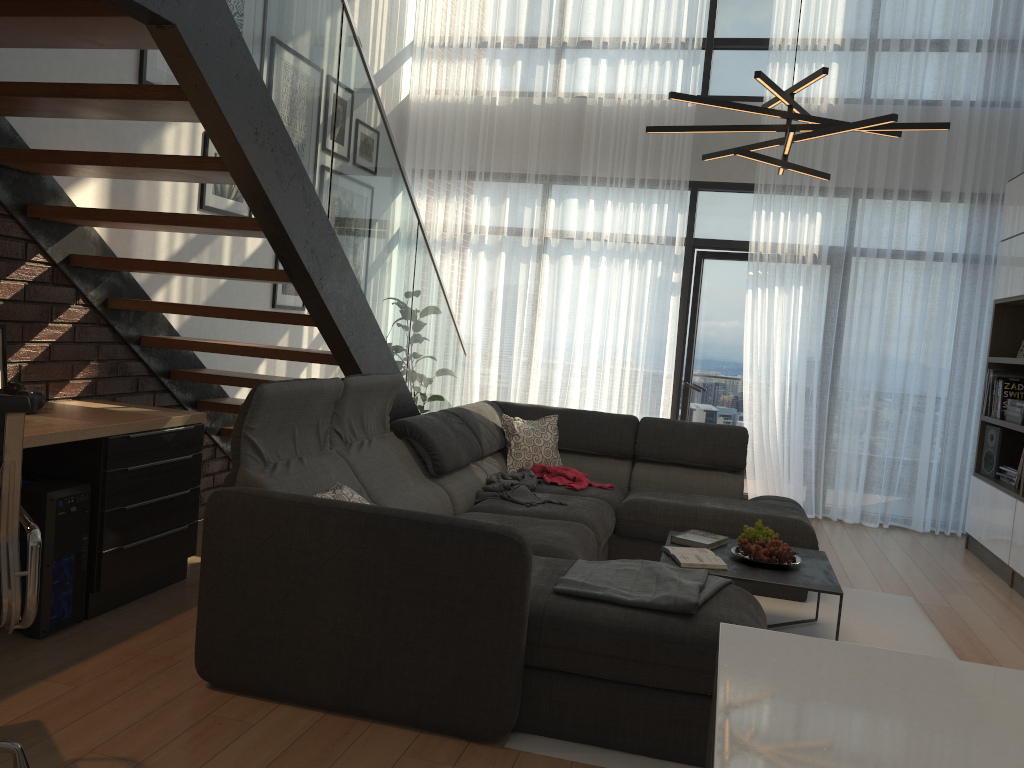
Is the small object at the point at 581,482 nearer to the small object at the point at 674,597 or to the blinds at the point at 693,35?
the small object at the point at 674,597

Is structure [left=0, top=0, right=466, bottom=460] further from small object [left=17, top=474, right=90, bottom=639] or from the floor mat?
the floor mat

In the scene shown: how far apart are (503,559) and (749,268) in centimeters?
473cm

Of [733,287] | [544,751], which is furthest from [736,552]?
[733,287]

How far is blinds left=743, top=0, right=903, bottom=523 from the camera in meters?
6.4

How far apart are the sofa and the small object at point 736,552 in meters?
0.6

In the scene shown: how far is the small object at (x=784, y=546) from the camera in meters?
3.6

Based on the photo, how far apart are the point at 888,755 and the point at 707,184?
6.4 meters

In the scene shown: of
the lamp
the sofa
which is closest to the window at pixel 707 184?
the sofa

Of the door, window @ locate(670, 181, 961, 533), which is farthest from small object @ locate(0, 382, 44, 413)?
the door
